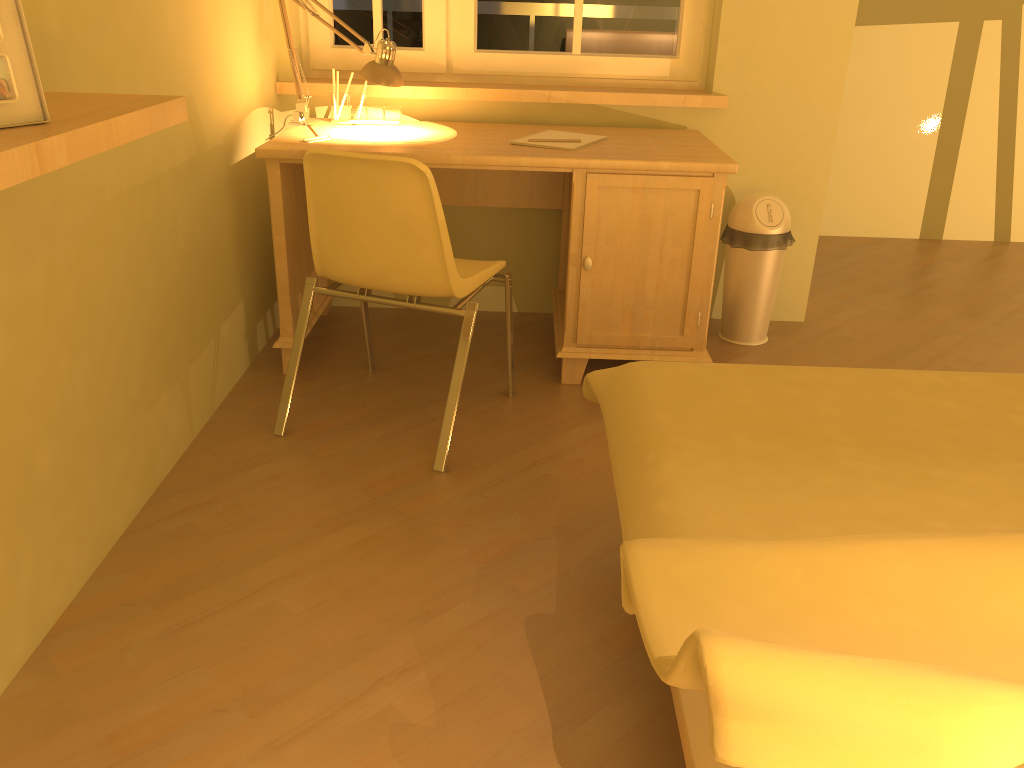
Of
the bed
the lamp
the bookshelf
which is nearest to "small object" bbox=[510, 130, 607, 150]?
the lamp

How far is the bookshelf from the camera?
1.05m

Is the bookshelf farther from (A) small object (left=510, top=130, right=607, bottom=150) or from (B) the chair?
(A) small object (left=510, top=130, right=607, bottom=150)

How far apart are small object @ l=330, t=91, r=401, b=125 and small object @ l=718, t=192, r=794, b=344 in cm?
121

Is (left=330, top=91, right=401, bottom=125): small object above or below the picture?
below

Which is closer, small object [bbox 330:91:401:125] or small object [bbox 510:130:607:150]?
small object [bbox 510:130:607:150]

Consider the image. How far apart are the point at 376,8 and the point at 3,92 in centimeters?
226cm

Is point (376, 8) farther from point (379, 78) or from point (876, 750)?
point (876, 750)

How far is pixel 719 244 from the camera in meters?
3.4 m

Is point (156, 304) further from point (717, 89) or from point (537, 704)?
point (717, 89)
